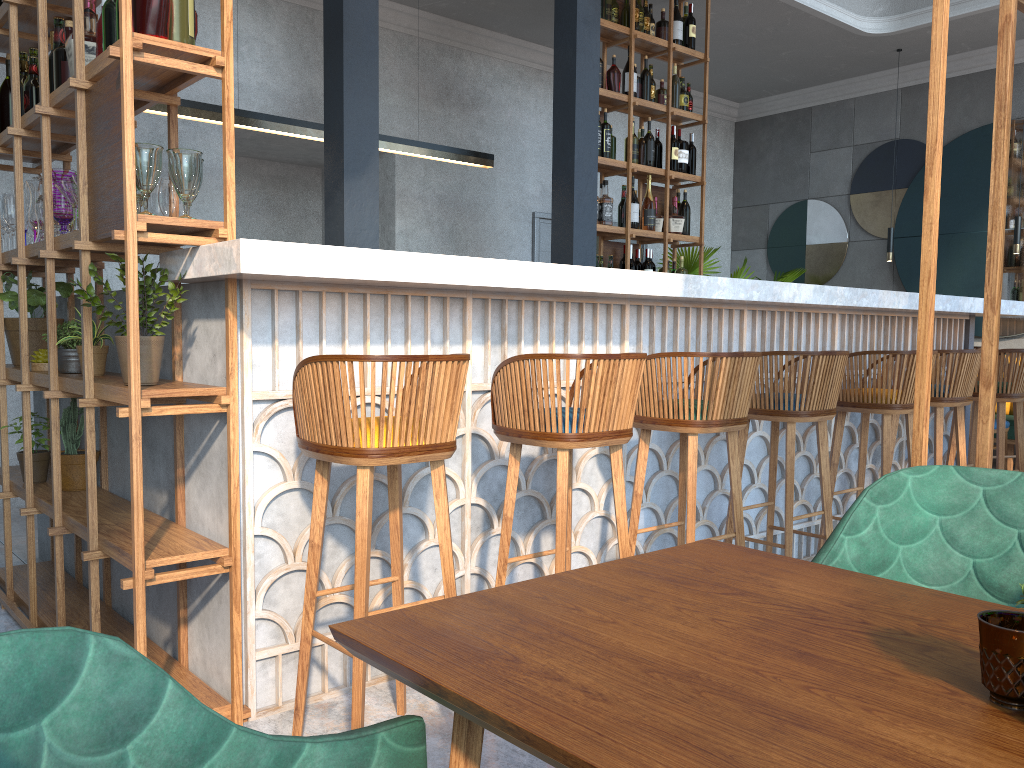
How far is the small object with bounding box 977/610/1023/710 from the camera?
0.7 meters

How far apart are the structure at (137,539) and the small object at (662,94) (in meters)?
4.01

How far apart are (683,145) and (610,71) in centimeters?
81cm

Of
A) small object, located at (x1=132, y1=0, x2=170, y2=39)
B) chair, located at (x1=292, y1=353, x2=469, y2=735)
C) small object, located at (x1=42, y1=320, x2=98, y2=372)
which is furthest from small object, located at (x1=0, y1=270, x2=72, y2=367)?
chair, located at (x1=292, y1=353, x2=469, y2=735)

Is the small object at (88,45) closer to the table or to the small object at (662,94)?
the table

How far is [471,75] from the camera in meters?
7.3 m

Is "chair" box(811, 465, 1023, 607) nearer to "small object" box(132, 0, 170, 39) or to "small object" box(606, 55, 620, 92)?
"small object" box(132, 0, 170, 39)

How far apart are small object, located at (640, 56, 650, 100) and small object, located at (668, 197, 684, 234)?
0.8m

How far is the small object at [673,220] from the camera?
6.2m

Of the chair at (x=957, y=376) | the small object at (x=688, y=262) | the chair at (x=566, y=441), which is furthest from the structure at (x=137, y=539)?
the small object at (x=688, y=262)
